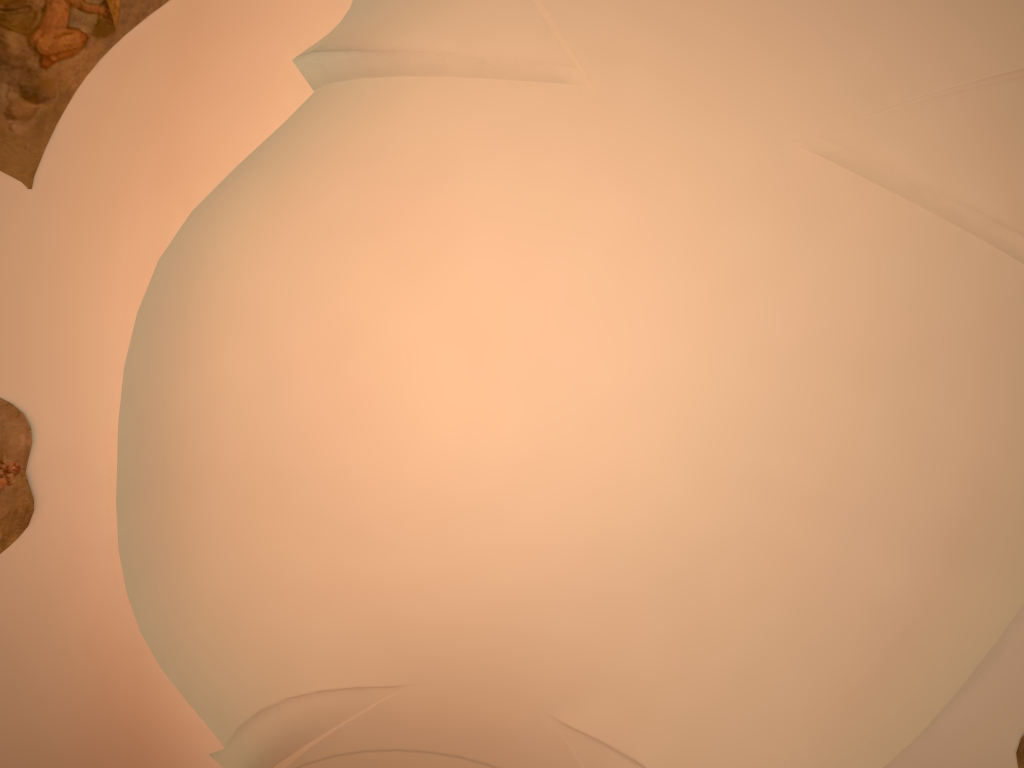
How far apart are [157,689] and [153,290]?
4.0m
